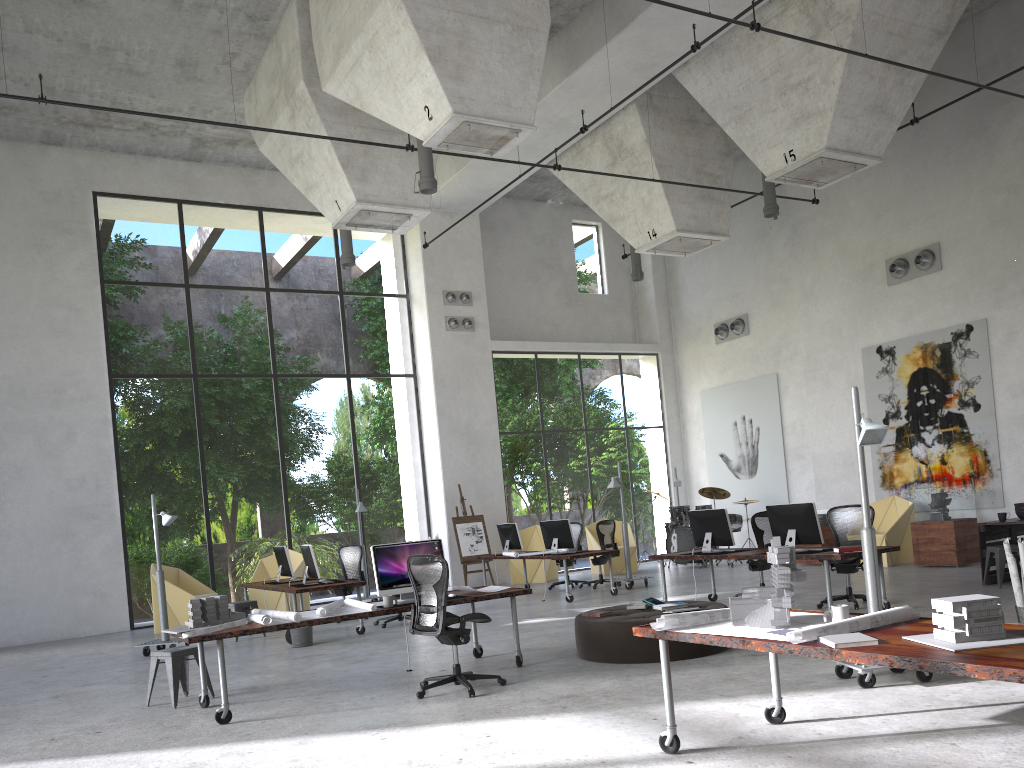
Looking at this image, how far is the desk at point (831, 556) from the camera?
9.0m

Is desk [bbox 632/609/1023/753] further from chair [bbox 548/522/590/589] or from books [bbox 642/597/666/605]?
chair [bbox 548/522/590/589]

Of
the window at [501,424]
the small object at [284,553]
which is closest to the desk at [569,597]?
the small object at [284,553]

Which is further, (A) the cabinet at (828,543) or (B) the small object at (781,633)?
(A) the cabinet at (828,543)

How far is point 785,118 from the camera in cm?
1268

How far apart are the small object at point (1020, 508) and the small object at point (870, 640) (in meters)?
8.48

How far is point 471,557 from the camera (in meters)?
16.90

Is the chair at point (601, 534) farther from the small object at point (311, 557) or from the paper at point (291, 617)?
the paper at point (291, 617)

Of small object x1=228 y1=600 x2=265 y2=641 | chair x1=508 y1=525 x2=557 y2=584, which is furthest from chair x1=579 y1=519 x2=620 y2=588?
small object x1=228 y1=600 x2=265 y2=641

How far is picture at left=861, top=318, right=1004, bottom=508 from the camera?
14.15m
